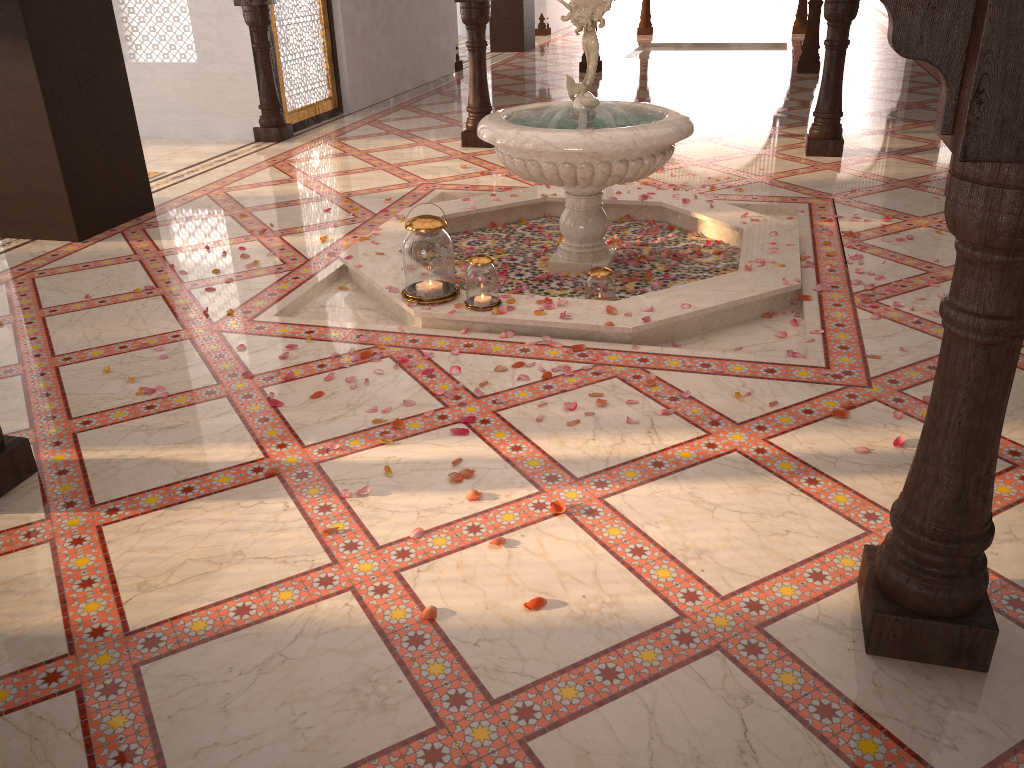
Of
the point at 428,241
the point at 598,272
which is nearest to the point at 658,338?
the point at 598,272

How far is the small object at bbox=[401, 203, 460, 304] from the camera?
3.8 meters

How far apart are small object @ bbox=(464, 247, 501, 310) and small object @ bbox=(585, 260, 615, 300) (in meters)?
0.44

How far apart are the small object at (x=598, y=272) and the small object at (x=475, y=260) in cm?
44

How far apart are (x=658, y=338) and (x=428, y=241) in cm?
107

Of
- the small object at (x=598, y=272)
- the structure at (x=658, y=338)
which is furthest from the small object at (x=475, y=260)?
the small object at (x=598, y=272)

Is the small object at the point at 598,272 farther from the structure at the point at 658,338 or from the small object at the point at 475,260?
the small object at the point at 475,260

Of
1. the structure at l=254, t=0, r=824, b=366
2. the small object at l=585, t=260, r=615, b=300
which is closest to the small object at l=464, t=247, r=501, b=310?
the structure at l=254, t=0, r=824, b=366

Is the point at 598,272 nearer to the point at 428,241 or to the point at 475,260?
the point at 475,260

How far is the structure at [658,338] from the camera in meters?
3.8 m
